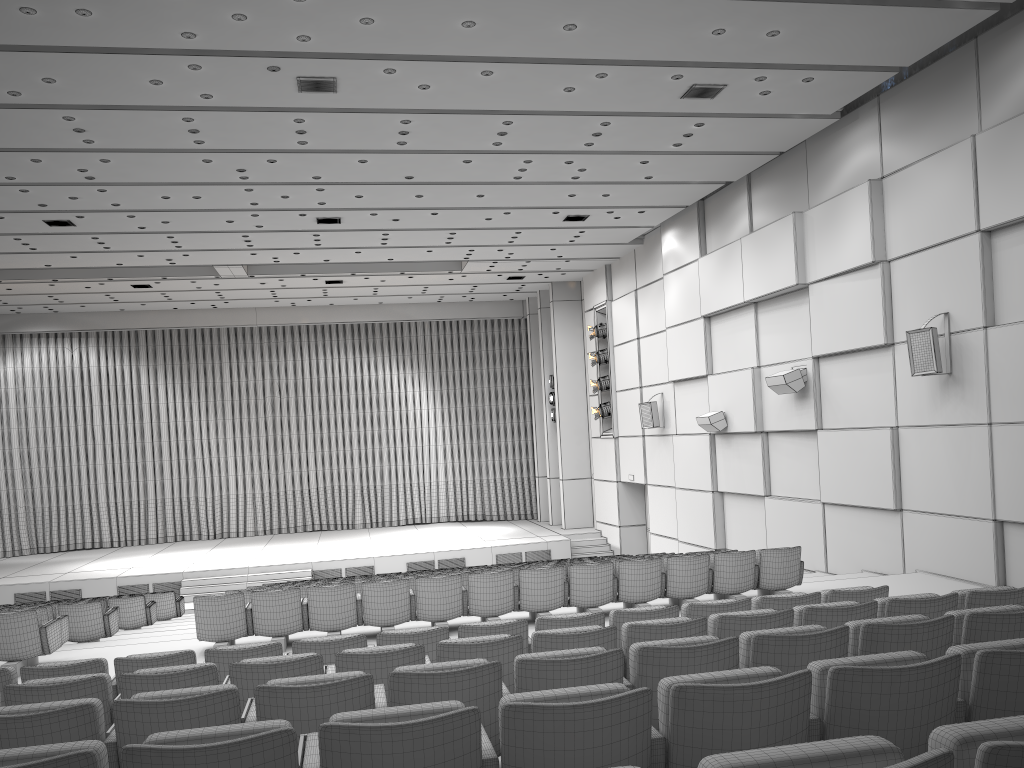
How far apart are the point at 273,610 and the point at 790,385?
8.2 meters

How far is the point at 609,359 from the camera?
21.39m

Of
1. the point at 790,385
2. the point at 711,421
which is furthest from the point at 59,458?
the point at 790,385

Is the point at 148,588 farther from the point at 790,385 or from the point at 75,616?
the point at 790,385

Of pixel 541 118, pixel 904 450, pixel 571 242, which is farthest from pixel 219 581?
pixel 904 450

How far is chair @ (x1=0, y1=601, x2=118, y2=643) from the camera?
10.4 meters

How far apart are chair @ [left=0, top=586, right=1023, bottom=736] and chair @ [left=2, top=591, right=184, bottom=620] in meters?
10.8 m

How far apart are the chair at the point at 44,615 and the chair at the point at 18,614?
0.74m

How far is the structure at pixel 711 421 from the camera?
15.7 meters

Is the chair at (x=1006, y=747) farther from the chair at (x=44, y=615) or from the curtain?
the curtain
